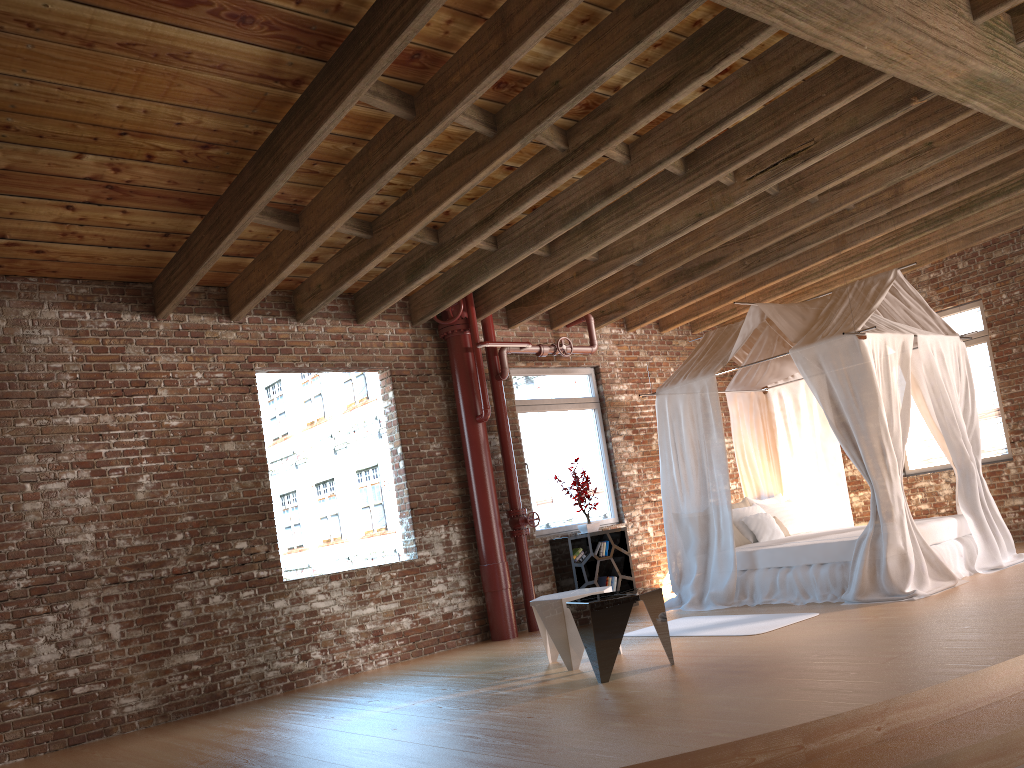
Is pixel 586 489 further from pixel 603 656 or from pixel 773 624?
pixel 603 656

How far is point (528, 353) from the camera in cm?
943

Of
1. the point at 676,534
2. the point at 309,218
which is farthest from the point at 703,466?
the point at 309,218

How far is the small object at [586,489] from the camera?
9.0 meters

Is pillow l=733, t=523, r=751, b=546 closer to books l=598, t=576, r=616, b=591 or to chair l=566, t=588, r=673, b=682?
books l=598, t=576, r=616, b=591

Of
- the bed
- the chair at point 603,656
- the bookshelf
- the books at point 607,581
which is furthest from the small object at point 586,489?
the chair at point 603,656

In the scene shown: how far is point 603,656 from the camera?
5.19m

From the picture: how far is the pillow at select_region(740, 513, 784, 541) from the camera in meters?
8.4

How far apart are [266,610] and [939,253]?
8.0 meters

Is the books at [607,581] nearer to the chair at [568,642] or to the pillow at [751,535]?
the pillow at [751,535]
